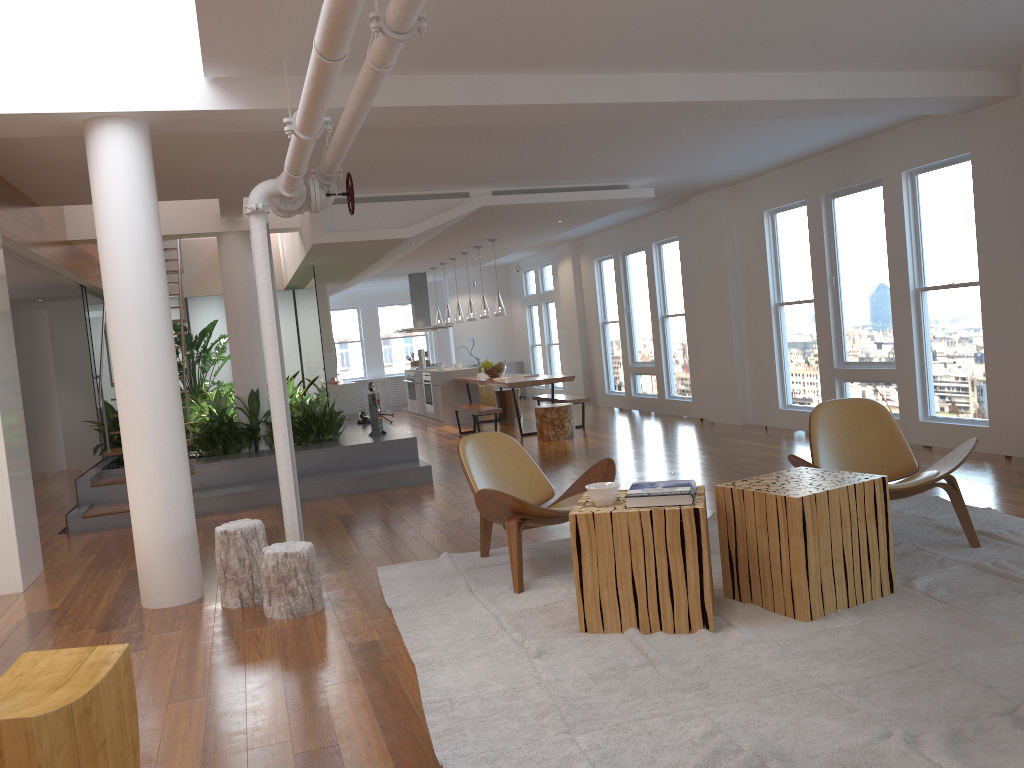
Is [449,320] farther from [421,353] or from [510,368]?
[510,368]

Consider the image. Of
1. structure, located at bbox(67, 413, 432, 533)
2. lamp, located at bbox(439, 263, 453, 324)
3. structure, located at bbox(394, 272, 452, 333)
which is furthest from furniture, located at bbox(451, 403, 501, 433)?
structure, located at bbox(394, 272, 452, 333)

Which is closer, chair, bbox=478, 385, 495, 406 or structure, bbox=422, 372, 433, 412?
structure, bbox=422, 372, 433, 412

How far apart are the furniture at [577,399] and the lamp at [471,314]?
1.5m

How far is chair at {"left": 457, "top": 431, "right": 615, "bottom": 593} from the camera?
4.4m

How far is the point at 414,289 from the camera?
15.6 meters

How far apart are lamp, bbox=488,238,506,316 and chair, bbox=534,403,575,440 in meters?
1.6 m

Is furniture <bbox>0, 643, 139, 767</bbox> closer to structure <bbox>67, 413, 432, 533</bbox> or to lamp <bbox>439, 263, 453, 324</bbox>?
structure <bbox>67, 413, 432, 533</bbox>

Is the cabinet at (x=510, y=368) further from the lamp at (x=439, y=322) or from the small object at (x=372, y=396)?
the small object at (x=372, y=396)

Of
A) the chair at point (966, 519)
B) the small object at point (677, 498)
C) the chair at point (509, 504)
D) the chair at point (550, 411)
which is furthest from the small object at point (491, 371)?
the small object at point (677, 498)
